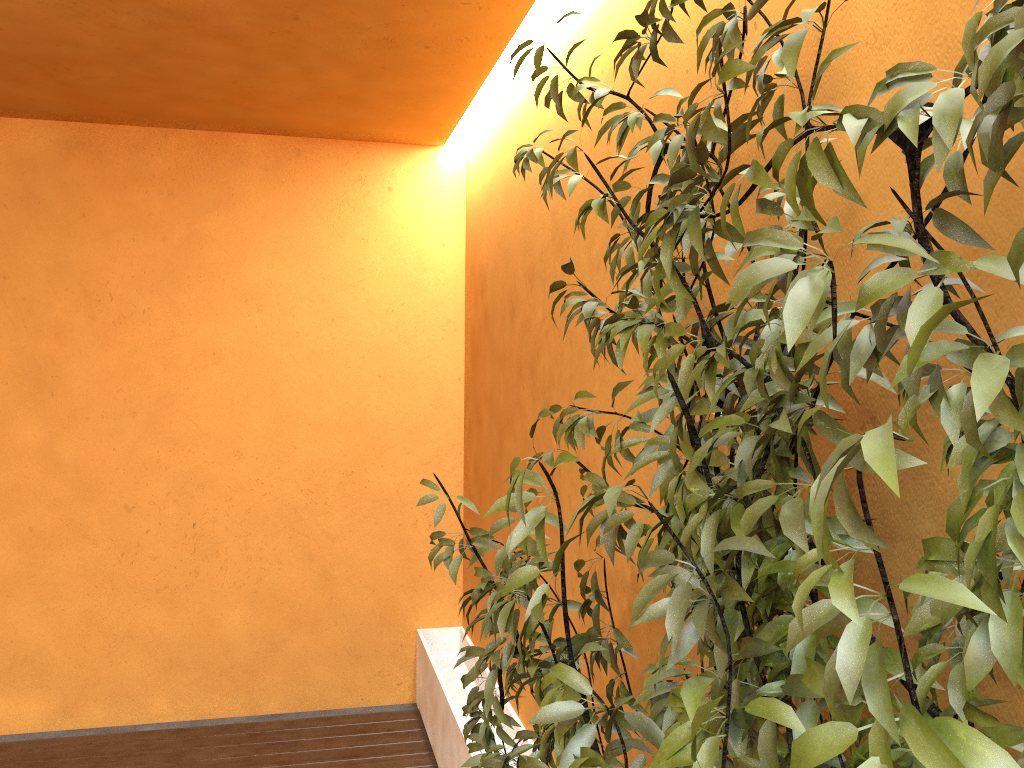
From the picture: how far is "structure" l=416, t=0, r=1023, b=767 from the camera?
0.7 meters

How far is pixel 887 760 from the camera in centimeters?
67cm

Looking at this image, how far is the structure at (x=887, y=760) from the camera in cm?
67
